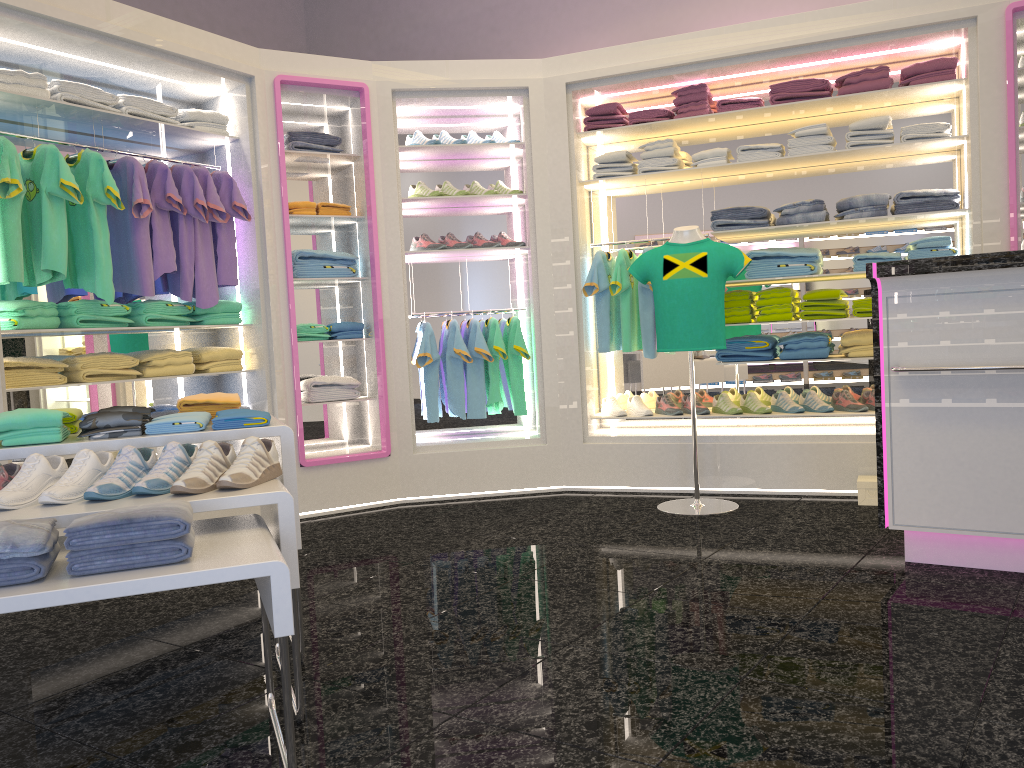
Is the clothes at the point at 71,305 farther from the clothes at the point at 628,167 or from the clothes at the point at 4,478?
the clothes at the point at 628,167

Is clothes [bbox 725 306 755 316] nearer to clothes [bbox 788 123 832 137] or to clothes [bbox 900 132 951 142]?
clothes [bbox 788 123 832 137]

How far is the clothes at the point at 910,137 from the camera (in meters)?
4.96

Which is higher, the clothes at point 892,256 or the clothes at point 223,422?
the clothes at point 892,256

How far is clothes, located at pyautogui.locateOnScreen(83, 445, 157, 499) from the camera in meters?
2.3

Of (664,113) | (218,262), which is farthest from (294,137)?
(664,113)

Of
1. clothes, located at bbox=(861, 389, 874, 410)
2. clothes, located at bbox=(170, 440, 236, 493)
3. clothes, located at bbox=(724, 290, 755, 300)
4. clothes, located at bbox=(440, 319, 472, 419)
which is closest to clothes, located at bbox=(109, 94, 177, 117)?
→ clothes, located at bbox=(440, 319, 472, 419)

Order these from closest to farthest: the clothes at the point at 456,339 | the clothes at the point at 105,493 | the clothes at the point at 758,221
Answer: the clothes at the point at 105,493 < the clothes at the point at 758,221 < the clothes at the point at 456,339

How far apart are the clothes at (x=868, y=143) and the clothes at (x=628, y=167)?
1.28m

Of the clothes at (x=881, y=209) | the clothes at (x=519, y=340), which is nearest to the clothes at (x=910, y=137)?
the clothes at (x=881, y=209)
